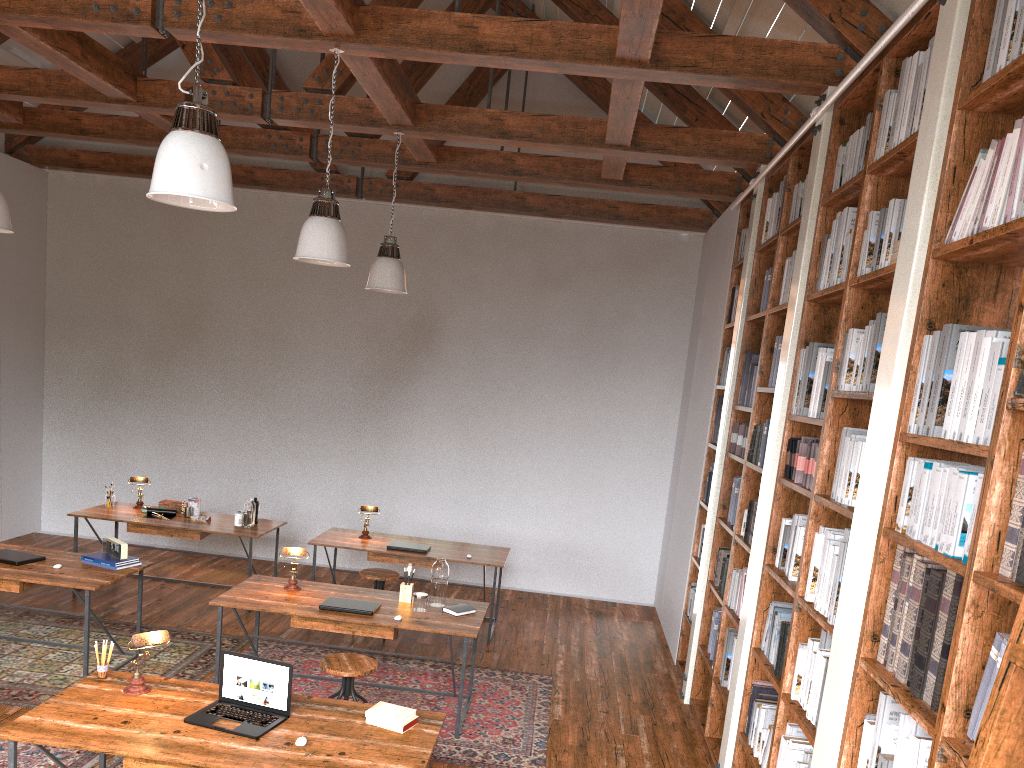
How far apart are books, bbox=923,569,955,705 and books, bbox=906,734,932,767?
0.10m

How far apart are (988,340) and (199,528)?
6.1 meters

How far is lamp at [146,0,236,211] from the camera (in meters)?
2.92

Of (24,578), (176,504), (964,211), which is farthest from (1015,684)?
(176,504)

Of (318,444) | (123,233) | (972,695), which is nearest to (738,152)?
(972,695)

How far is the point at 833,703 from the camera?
2.9m

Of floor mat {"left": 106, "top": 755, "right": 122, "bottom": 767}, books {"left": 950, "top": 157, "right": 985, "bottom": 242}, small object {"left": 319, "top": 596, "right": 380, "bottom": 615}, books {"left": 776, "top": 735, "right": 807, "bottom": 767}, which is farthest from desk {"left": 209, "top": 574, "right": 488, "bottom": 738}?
books {"left": 950, "top": 157, "right": 985, "bottom": 242}

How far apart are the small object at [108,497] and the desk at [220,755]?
3.98m

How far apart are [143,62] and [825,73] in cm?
685

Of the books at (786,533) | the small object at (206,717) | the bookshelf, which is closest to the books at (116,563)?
the small object at (206,717)
